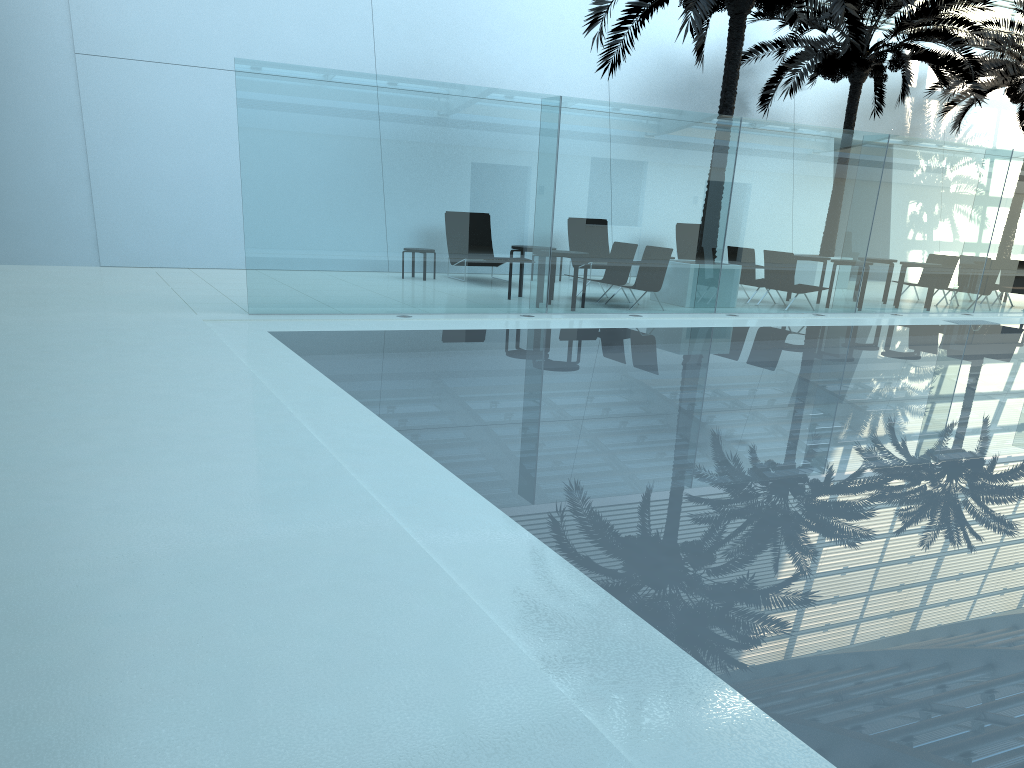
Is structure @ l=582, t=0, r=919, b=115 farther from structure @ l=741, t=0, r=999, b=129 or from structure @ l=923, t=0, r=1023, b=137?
structure @ l=923, t=0, r=1023, b=137

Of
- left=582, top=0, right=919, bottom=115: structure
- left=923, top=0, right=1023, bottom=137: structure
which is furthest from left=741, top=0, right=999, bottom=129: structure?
left=582, top=0, right=919, bottom=115: structure

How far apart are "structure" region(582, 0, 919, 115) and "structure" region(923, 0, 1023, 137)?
7.14m

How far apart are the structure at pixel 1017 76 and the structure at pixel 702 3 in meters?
7.1

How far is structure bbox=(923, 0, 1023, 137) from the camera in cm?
1982

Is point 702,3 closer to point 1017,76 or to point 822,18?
point 822,18

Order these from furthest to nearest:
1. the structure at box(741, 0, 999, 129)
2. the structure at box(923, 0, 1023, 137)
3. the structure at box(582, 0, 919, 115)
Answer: the structure at box(923, 0, 1023, 137)
the structure at box(741, 0, 999, 129)
the structure at box(582, 0, 919, 115)

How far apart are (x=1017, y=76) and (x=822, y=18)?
6.01m

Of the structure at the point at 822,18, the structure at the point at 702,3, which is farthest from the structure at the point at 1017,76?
the structure at the point at 702,3

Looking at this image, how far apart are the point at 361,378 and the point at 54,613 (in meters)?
4.57
